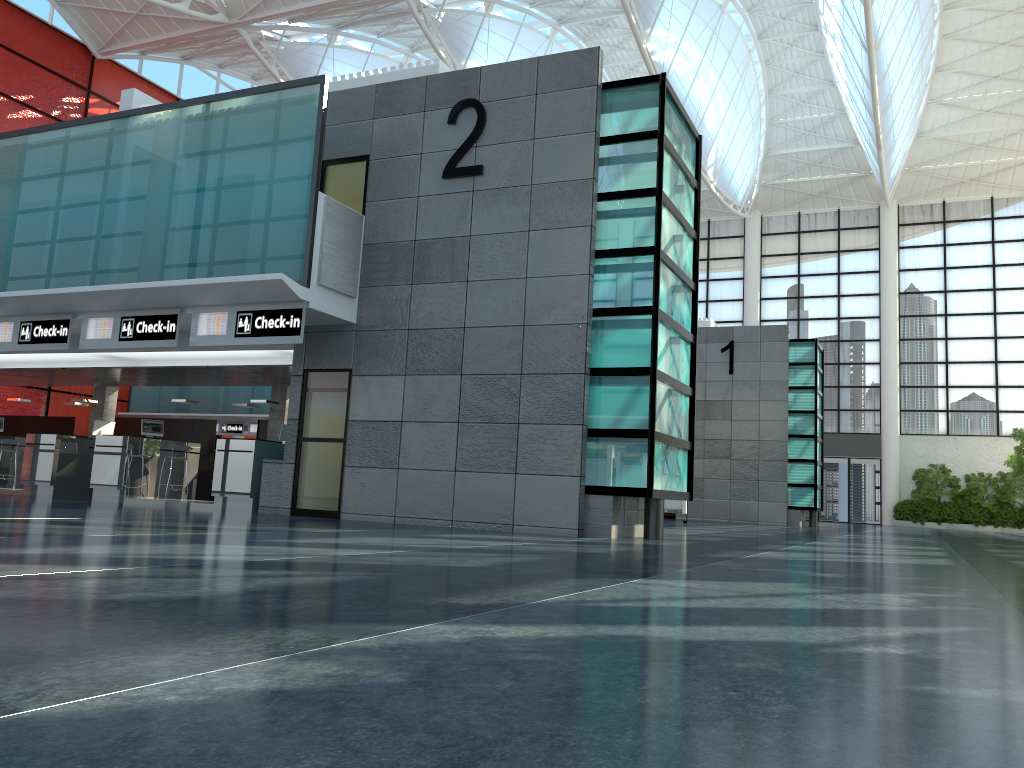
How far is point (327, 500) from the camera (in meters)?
20.72
